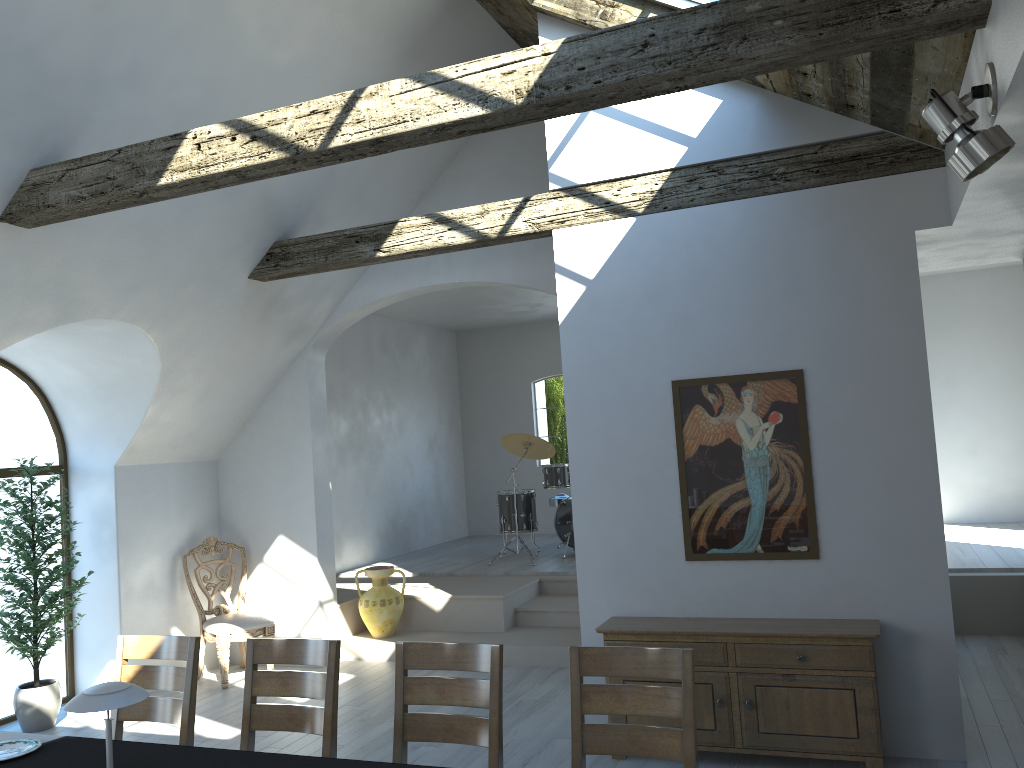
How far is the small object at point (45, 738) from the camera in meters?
3.5 m

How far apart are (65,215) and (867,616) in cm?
471

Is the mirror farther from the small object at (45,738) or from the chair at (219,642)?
the chair at (219,642)

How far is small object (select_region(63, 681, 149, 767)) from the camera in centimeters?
271cm

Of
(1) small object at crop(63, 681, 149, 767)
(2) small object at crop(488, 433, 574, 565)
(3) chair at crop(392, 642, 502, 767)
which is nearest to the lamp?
(3) chair at crop(392, 642, 502, 767)

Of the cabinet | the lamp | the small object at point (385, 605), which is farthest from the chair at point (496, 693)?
the small object at point (385, 605)

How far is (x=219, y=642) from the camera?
7.0m

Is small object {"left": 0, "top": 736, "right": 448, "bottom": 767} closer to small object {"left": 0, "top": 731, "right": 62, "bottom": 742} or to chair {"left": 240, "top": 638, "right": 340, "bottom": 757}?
small object {"left": 0, "top": 731, "right": 62, "bottom": 742}

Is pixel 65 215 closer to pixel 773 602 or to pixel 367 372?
pixel 773 602

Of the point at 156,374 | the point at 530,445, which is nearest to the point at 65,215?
the point at 156,374
